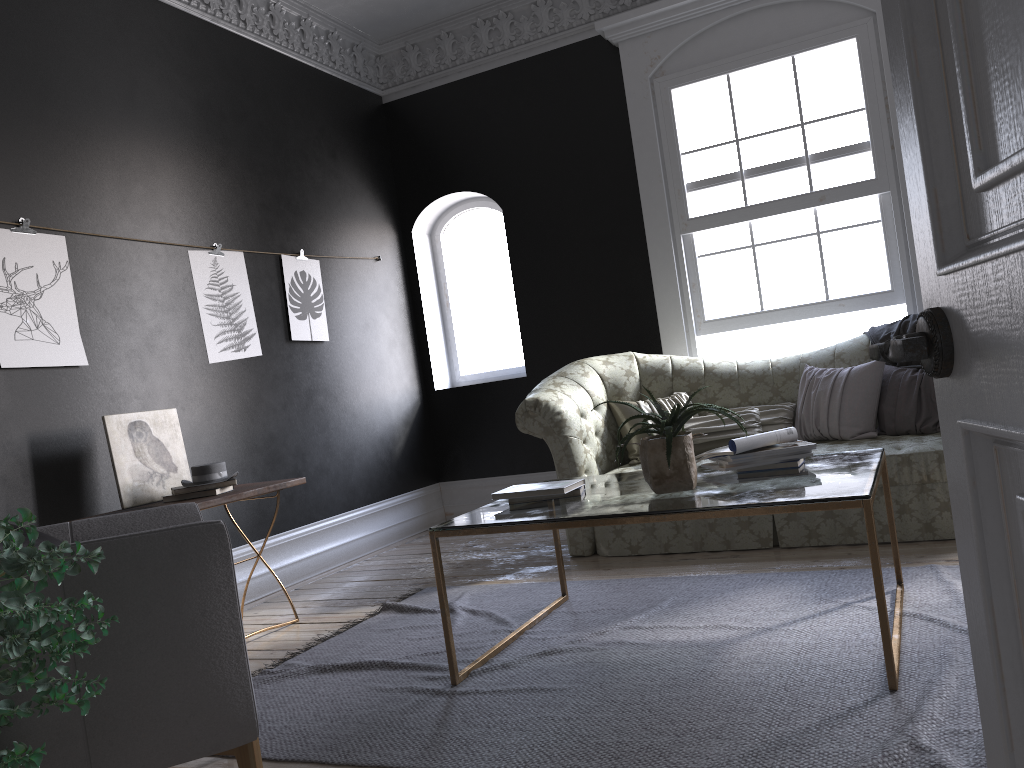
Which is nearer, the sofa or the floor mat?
the floor mat

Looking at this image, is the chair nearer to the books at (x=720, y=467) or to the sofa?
the books at (x=720, y=467)

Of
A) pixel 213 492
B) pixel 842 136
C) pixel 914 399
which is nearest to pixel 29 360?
pixel 213 492

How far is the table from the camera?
2.6 meters

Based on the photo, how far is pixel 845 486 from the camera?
2.69m

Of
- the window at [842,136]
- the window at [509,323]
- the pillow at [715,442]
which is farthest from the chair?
the window at [509,323]

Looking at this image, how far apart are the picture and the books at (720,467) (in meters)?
3.04

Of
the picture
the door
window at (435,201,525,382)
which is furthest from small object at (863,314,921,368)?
the door

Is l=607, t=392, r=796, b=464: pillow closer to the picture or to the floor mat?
the floor mat

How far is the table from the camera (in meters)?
2.57
